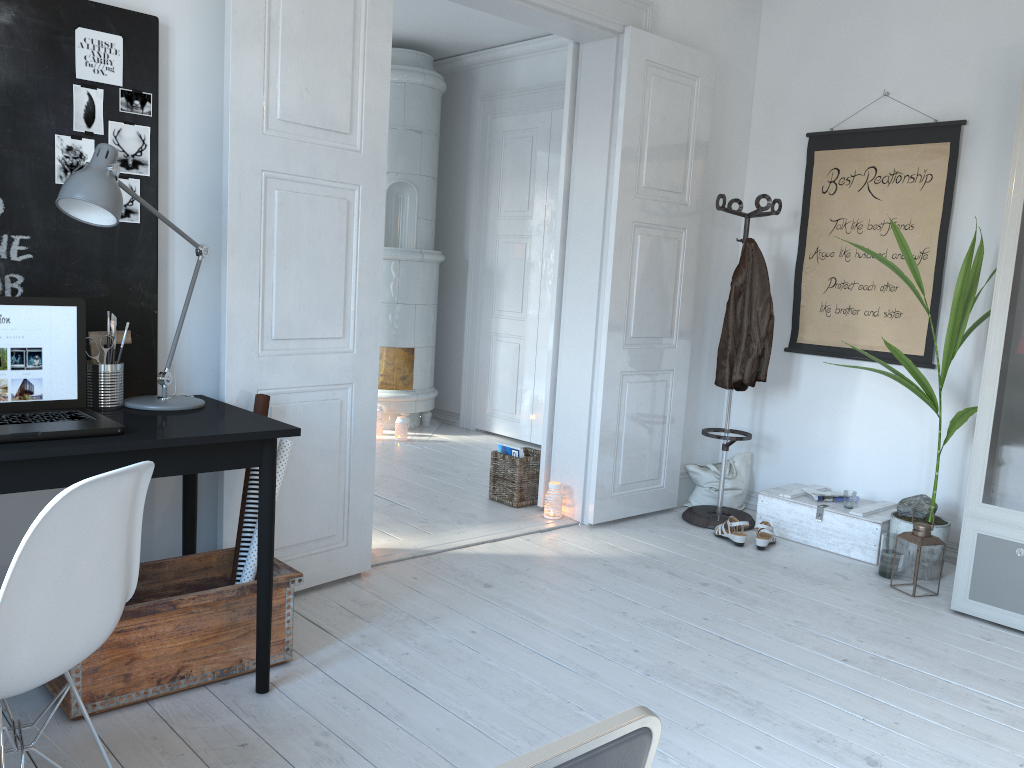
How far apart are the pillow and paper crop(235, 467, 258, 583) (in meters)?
2.72

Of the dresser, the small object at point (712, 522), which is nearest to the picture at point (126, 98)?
the small object at point (712, 522)

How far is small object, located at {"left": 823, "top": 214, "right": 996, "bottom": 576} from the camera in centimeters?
368cm

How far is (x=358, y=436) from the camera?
3.34m

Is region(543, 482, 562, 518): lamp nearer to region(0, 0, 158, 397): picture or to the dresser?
the dresser

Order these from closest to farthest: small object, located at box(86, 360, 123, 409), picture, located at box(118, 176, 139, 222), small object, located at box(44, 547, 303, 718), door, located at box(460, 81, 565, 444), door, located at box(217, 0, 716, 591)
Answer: small object, located at box(44, 547, 303, 718), small object, located at box(86, 360, 123, 409), picture, located at box(118, 176, 139, 222), door, located at box(217, 0, 716, 591), door, located at box(460, 81, 565, 444)

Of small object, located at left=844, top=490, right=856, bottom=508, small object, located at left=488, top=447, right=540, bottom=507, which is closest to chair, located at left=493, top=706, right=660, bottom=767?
small object, located at left=844, top=490, right=856, bottom=508

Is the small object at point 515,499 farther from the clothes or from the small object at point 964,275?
the small object at point 964,275

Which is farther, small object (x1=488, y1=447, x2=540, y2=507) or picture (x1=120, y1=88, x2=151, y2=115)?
small object (x1=488, y1=447, x2=540, y2=507)

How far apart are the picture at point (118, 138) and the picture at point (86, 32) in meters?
0.1 m
